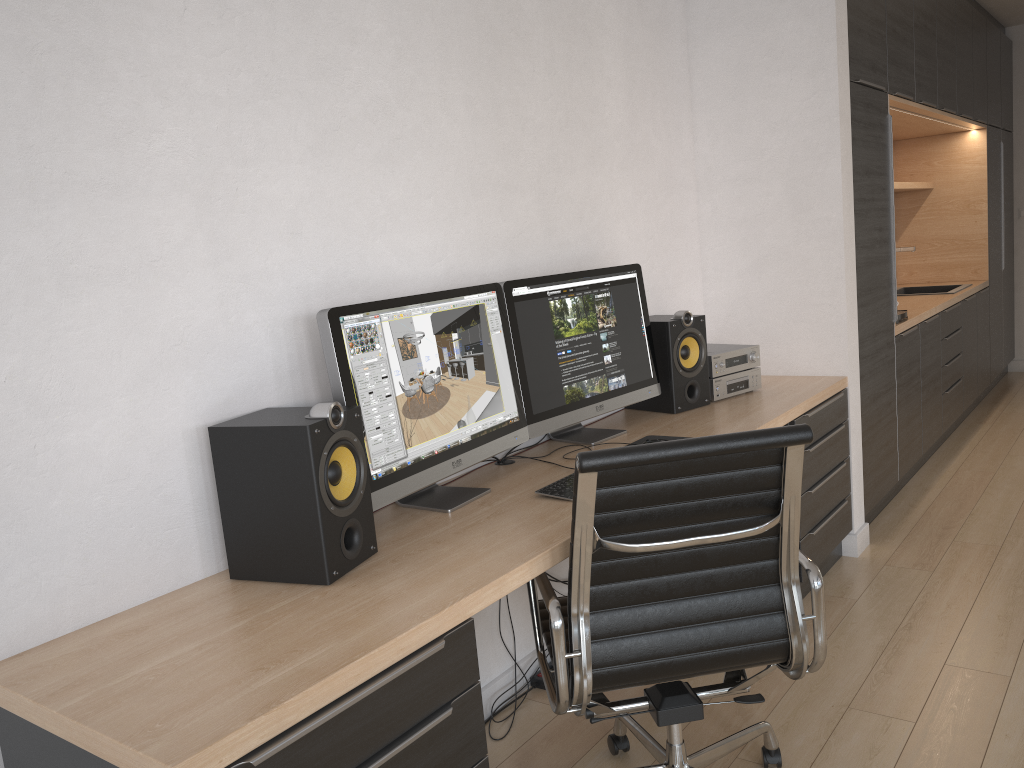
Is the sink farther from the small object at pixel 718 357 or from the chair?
the chair

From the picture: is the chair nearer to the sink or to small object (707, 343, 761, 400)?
small object (707, 343, 761, 400)

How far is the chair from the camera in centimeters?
171cm

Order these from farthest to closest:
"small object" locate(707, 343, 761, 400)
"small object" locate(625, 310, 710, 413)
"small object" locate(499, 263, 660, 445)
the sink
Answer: the sink
"small object" locate(707, 343, 761, 400)
"small object" locate(625, 310, 710, 413)
"small object" locate(499, 263, 660, 445)

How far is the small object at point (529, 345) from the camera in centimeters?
260cm

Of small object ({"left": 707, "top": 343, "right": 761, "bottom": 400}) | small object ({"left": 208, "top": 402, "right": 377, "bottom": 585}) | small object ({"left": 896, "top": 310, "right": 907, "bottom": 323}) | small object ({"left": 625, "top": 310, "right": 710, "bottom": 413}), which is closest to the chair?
small object ({"left": 208, "top": 402, "right": 377, "bottom": 585})

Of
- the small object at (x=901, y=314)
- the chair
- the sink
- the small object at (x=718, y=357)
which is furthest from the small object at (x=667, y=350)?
the sink

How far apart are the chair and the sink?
4.2m

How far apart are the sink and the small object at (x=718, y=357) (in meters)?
2.87

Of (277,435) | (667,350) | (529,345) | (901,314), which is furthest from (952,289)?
(277,435)
